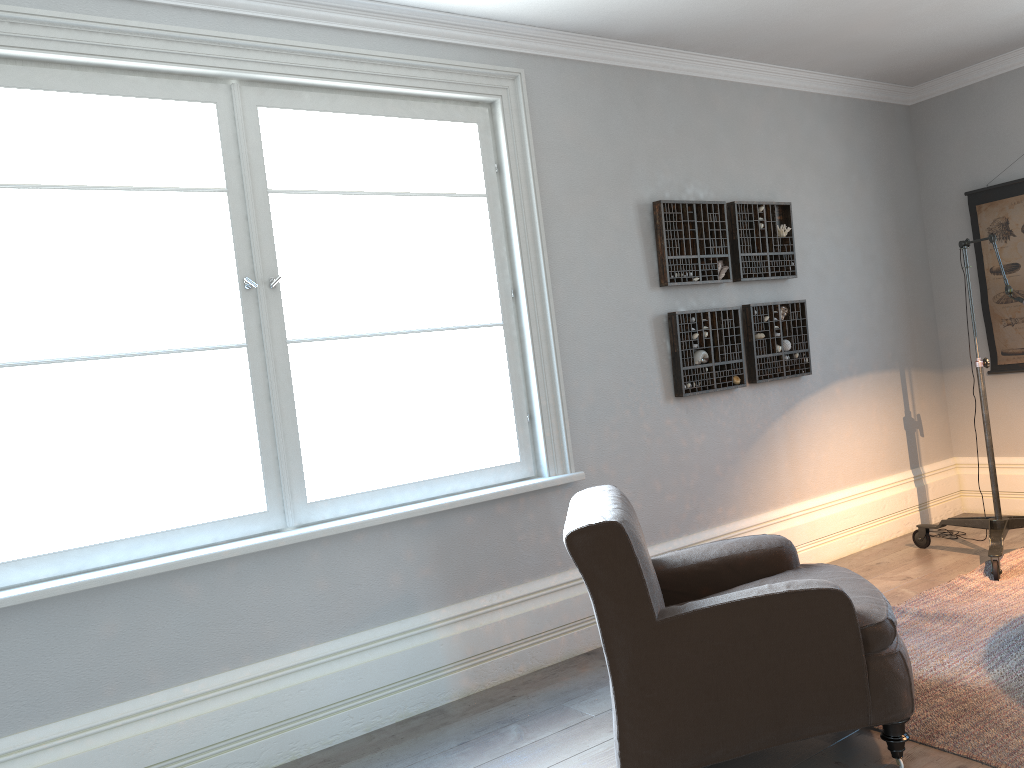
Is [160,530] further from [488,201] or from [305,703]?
[488,201]

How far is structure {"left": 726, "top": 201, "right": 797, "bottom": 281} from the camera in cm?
460

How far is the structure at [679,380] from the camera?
→ 4.3m

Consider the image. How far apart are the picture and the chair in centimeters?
310cm

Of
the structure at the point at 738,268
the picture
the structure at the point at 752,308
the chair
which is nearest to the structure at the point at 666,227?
the structure at the point at 738,268

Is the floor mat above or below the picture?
below

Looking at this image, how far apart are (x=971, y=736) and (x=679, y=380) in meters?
2.1

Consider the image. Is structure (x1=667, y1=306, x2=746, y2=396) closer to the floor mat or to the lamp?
the lamp

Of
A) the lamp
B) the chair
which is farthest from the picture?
the chair

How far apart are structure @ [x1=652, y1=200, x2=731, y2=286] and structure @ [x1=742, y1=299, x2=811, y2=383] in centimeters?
19cm
